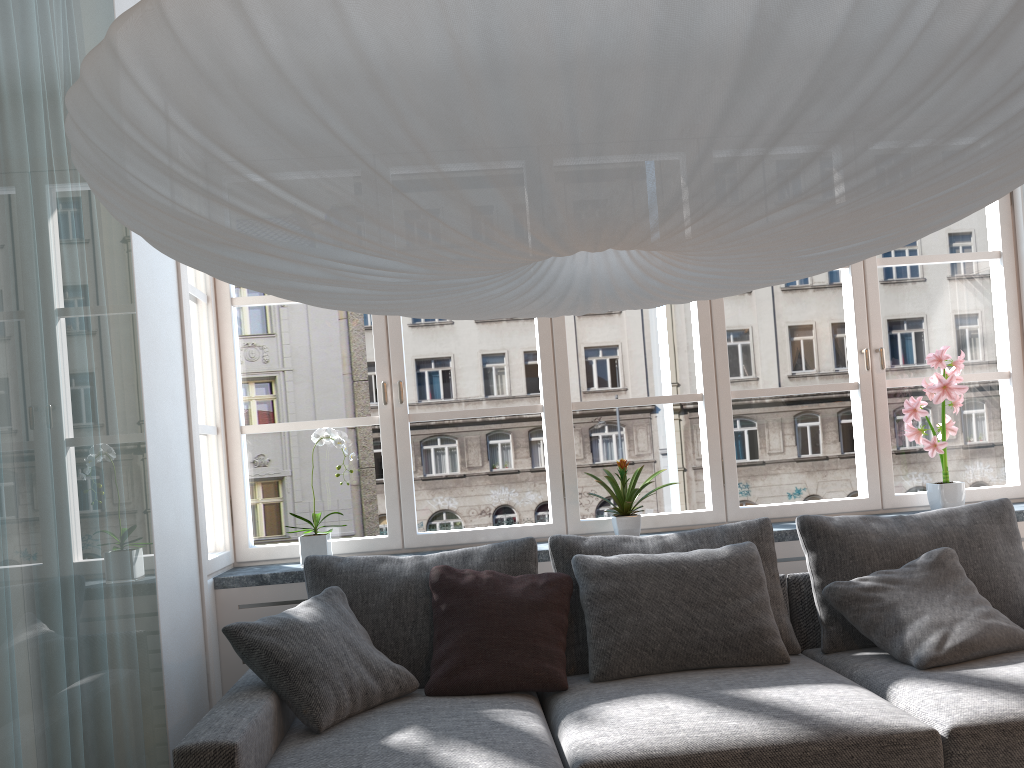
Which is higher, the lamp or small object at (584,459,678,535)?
the lamp

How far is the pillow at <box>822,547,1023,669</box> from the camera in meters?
2.7 m

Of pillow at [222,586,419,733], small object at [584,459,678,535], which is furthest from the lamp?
small object at [584,459,678,535]

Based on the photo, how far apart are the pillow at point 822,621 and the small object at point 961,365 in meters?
0.4

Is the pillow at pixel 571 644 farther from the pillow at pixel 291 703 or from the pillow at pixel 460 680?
the pillow at pixel 291 703

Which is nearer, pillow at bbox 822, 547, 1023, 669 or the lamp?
the lamp

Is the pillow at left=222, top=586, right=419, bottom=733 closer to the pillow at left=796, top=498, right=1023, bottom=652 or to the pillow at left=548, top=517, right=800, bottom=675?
the pillow at left=548, top=517, right=800, bottom=675

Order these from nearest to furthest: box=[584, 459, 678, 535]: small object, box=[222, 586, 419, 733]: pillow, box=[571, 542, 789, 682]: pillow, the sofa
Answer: the sofa < box=[222, 586, 419, 733]: pillow < box=[571, 542, 789, 682]: pillow < box=[584, 459, 678, 535]: small object

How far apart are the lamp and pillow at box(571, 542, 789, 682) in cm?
145

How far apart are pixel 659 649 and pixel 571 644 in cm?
31
